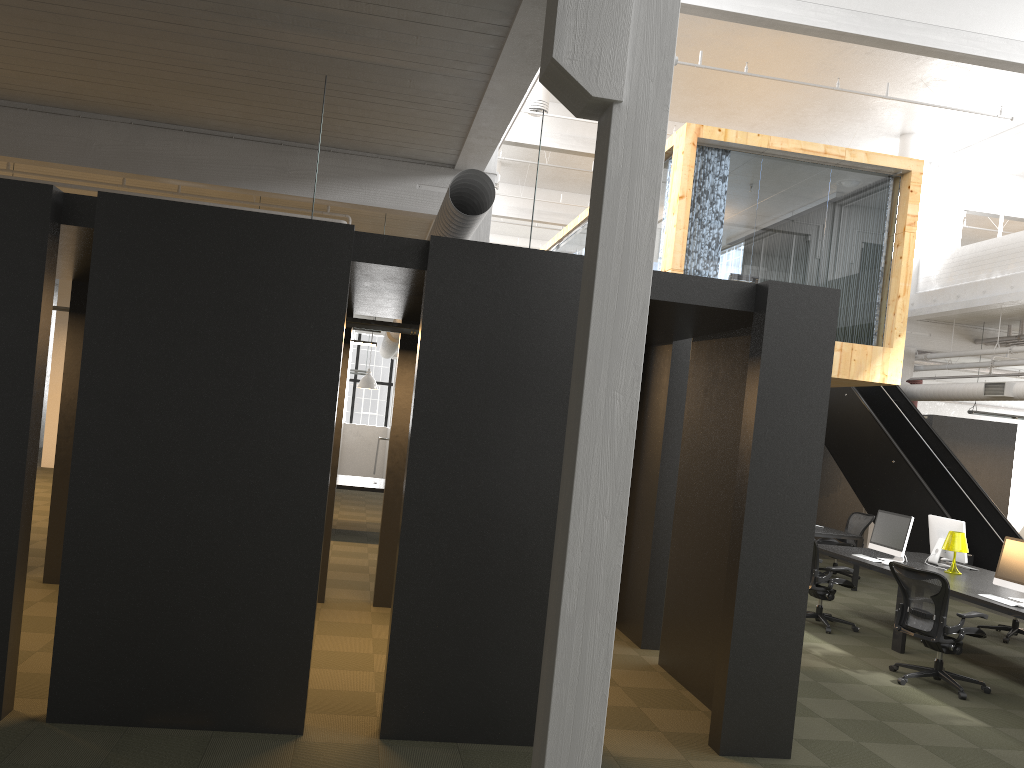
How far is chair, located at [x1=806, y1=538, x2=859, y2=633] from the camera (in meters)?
9.25

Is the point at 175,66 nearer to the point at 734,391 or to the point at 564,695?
the point at 734,391

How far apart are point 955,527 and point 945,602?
2.7 meters

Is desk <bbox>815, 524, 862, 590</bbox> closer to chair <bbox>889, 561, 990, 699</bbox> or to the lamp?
the lamp

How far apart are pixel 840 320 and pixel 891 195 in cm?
195

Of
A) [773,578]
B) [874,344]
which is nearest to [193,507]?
[773,578]

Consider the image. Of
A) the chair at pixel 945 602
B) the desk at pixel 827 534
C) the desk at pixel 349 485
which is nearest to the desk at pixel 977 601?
the chair at pixel 945 602

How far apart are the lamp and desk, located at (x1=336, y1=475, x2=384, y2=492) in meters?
6.8 m

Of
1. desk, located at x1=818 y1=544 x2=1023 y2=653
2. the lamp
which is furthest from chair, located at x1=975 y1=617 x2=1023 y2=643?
the lamp

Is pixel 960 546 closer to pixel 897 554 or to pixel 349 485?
pixel 897 554
